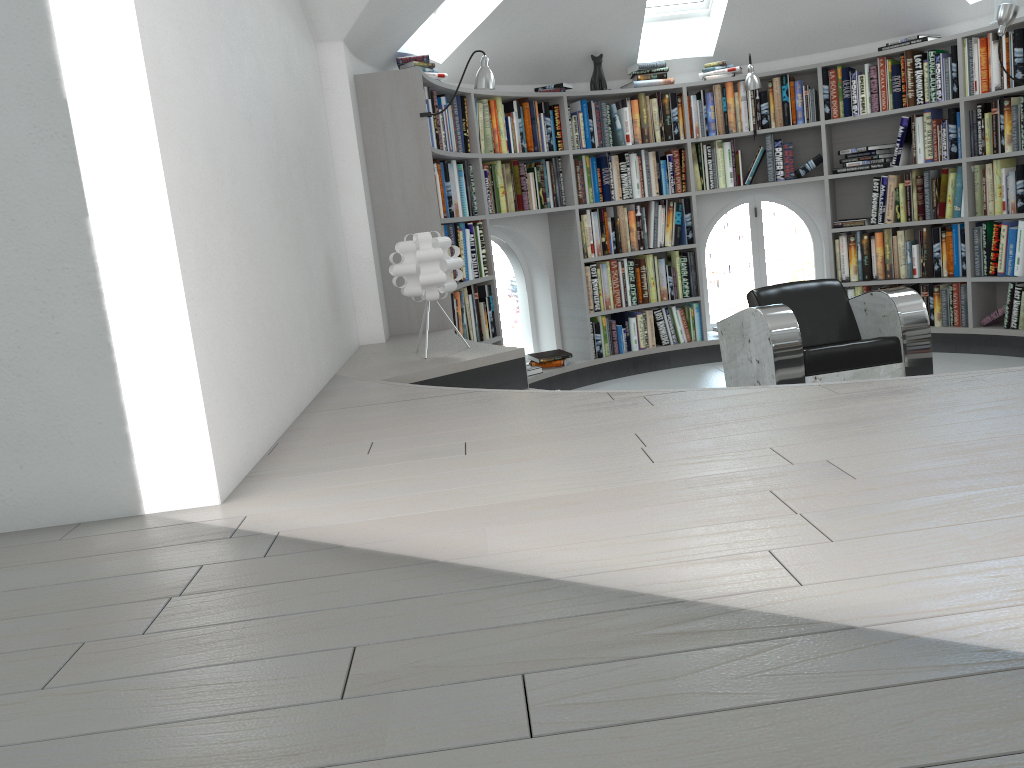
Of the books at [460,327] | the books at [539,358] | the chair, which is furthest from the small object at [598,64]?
the chair

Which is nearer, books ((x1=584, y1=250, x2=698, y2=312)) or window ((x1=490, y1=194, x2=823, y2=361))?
books ((x1=584, y1=250, x2=698, y2=312))

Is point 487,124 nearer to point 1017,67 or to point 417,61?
point 417,61

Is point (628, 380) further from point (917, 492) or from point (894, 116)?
point (917, 492)

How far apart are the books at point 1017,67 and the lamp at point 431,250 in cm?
380

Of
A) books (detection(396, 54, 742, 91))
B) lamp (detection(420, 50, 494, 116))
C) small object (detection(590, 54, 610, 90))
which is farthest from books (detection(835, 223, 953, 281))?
lamp (detection(420, 50, 494, 116))

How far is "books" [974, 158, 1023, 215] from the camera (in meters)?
5.48

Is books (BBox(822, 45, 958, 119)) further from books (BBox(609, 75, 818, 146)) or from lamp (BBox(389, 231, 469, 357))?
lamp (BBox(389, 231, 469, 357))

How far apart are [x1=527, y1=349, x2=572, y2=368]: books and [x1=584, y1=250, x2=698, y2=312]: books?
0.4 meters

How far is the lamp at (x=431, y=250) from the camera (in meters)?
3.66
